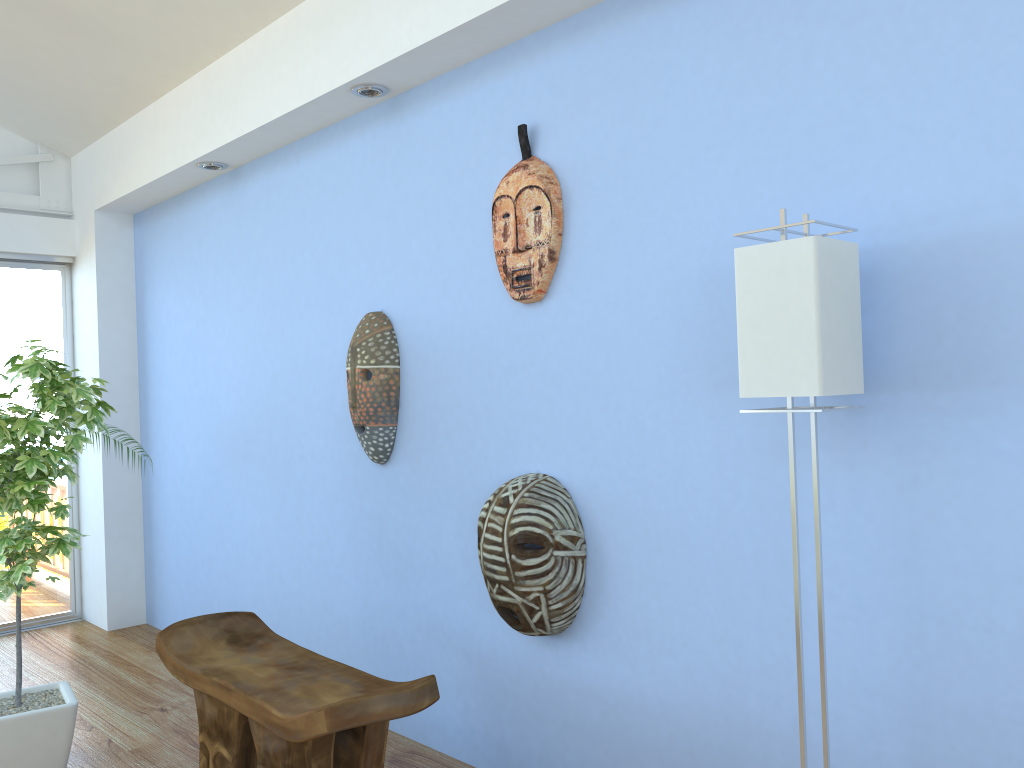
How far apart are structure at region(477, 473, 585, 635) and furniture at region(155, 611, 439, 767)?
0.36m

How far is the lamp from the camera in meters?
1.7

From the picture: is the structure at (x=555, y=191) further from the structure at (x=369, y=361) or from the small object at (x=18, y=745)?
the small object at (x=18, y=745)

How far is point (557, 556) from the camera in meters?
2.4

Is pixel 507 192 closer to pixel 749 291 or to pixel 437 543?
pixel 749 291

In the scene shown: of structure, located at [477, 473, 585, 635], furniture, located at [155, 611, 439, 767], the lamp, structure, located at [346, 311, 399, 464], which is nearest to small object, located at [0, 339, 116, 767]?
furniture, located at [155, 611, 439, 767]

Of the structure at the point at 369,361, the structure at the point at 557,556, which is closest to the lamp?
the structure at the point at 557,556

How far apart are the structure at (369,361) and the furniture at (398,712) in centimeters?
65cm

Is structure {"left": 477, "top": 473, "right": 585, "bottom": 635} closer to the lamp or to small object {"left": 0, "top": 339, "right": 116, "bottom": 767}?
the lamp

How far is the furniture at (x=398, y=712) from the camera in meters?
2.0 m
